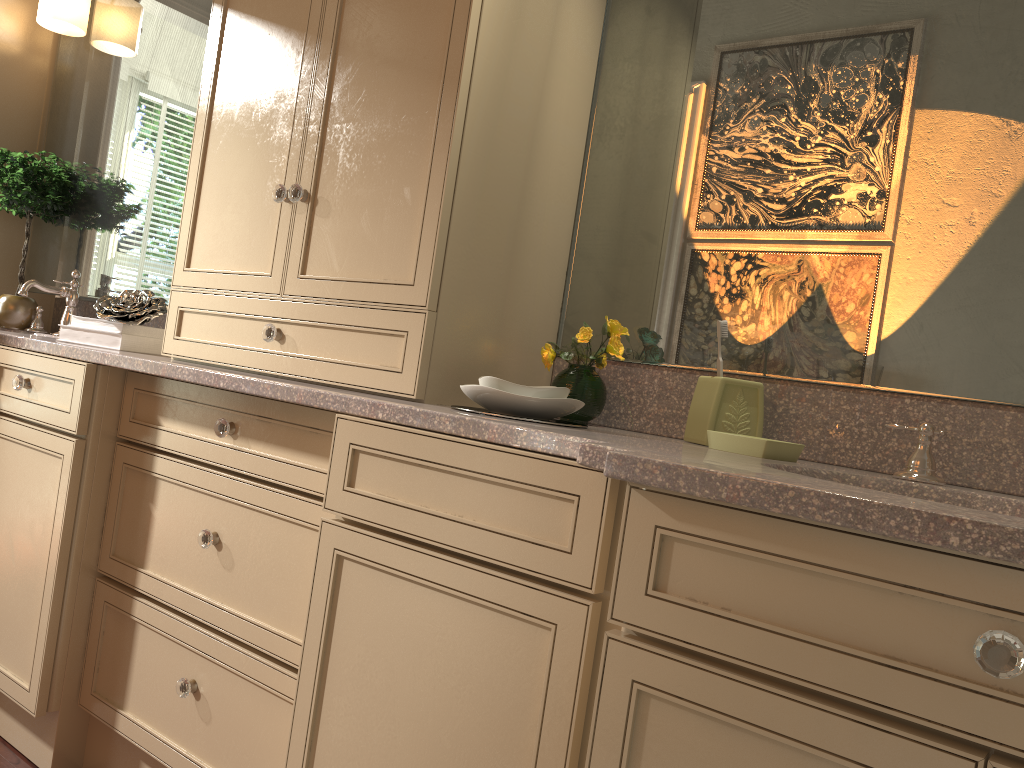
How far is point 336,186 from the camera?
1.6m

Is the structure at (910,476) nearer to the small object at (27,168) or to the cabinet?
the cabinet

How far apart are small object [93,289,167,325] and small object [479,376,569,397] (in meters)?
1.02

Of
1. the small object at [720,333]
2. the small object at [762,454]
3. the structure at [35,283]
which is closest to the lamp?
the structure at [35,283]

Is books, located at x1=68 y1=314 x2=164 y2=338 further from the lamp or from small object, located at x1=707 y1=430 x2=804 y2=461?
small object, located at x1=707 y1=430 x2=804 y2=461

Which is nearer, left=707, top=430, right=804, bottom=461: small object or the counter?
the counter

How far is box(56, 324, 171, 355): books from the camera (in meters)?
2.03

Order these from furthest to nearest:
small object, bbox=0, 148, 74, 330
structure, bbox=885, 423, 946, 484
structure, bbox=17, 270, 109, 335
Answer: small object, bbox=0, 148, 74, 330 < structure, bbox=17, 270, 109, 335 < structure, bbox=885, 423, 946, 484

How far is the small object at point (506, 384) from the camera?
1.4 meters

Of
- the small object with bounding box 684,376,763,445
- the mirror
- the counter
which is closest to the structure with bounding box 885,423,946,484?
the counter
